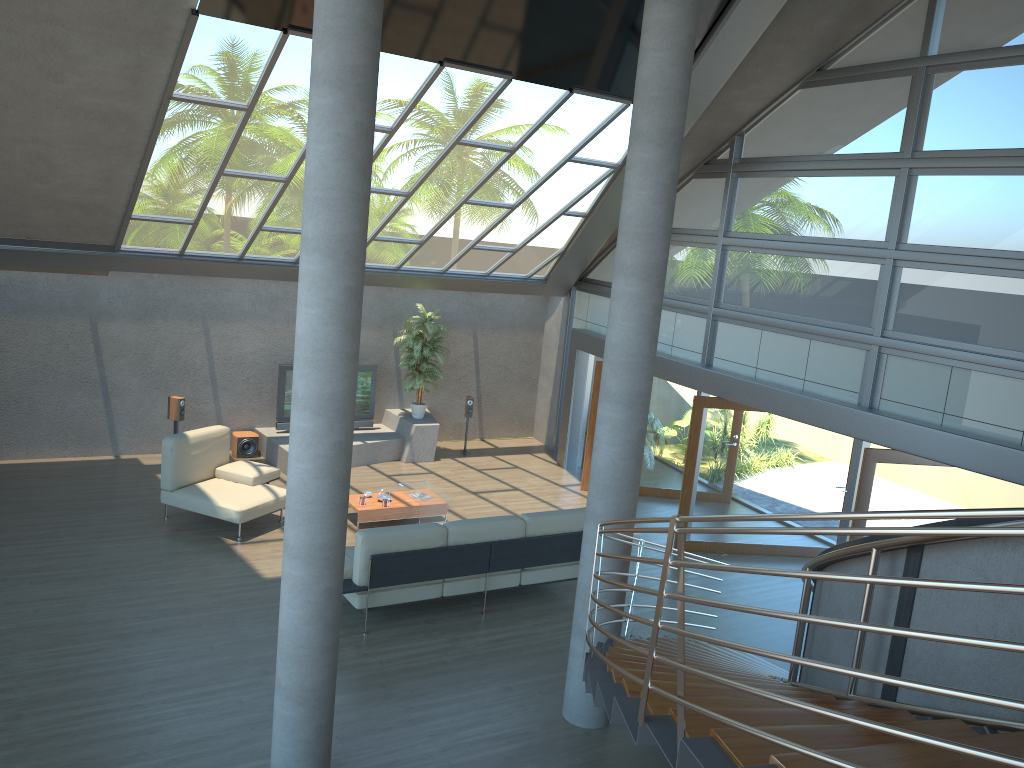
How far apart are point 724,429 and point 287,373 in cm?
656

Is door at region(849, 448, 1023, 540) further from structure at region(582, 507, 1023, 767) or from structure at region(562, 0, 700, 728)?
structure at region(562, 0, 700, 728)

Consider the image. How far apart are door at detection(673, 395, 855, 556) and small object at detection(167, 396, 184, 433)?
7.0 meters

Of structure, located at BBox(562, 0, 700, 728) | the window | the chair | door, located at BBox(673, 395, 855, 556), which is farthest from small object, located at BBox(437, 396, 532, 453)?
structure, located at BBox(562, 0, 700, 728)

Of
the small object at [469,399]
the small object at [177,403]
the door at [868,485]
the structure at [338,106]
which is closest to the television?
the small object at [177,403]

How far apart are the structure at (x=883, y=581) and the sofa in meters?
1.8 m

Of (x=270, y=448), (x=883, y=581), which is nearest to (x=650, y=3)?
(x=883, y=581)

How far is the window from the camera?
8.1 meters

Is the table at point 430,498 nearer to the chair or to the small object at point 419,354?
the chair

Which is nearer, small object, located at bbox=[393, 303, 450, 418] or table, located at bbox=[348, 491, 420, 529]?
table, located at bbox=[348, 491, 420, 529]
